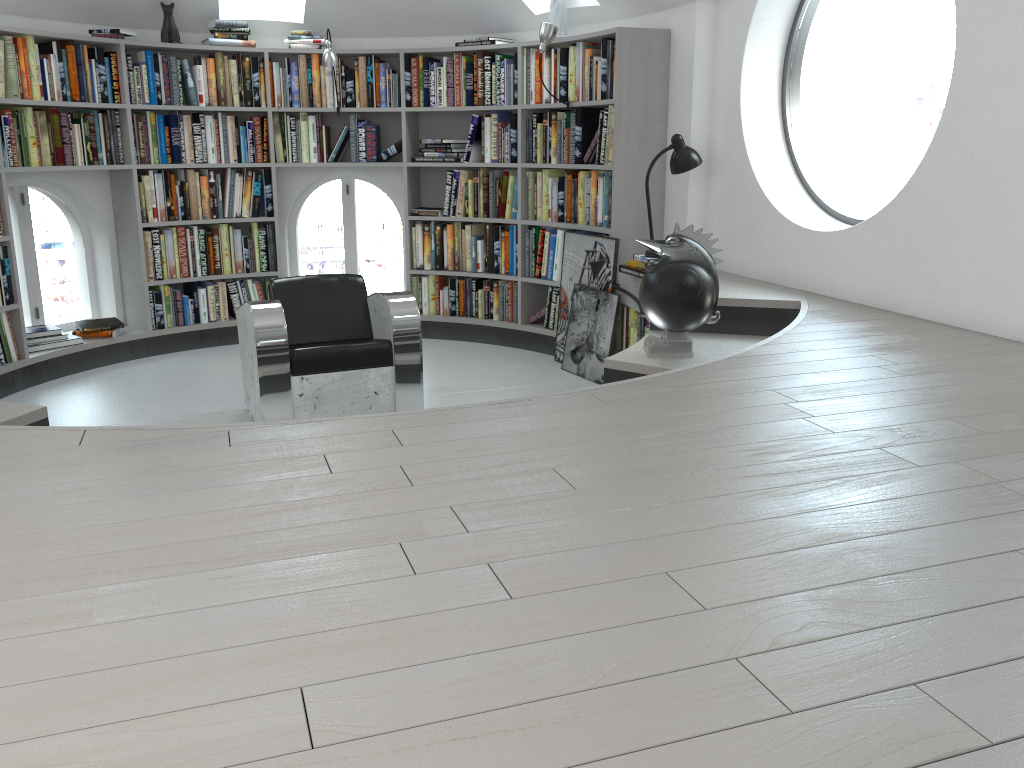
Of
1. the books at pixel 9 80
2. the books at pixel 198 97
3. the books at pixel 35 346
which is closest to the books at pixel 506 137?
the books at pixel 198 97

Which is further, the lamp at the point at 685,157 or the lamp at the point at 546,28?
the lamp at the point at 546,28

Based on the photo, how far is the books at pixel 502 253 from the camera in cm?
623

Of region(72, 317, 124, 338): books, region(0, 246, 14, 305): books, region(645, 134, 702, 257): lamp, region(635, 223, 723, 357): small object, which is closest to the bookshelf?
region(0, 246, 14, 305): books

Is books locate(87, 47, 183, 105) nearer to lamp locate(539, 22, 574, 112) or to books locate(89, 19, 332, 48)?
books locate(89, 19, 332, 48)

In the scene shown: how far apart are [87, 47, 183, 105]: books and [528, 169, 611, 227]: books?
2.4 meters

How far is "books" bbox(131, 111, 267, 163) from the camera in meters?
5.8

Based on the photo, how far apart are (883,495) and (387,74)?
5.2 meters

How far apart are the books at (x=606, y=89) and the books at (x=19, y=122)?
1.4 meters

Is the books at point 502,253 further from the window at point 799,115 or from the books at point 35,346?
the books at point 35,346
